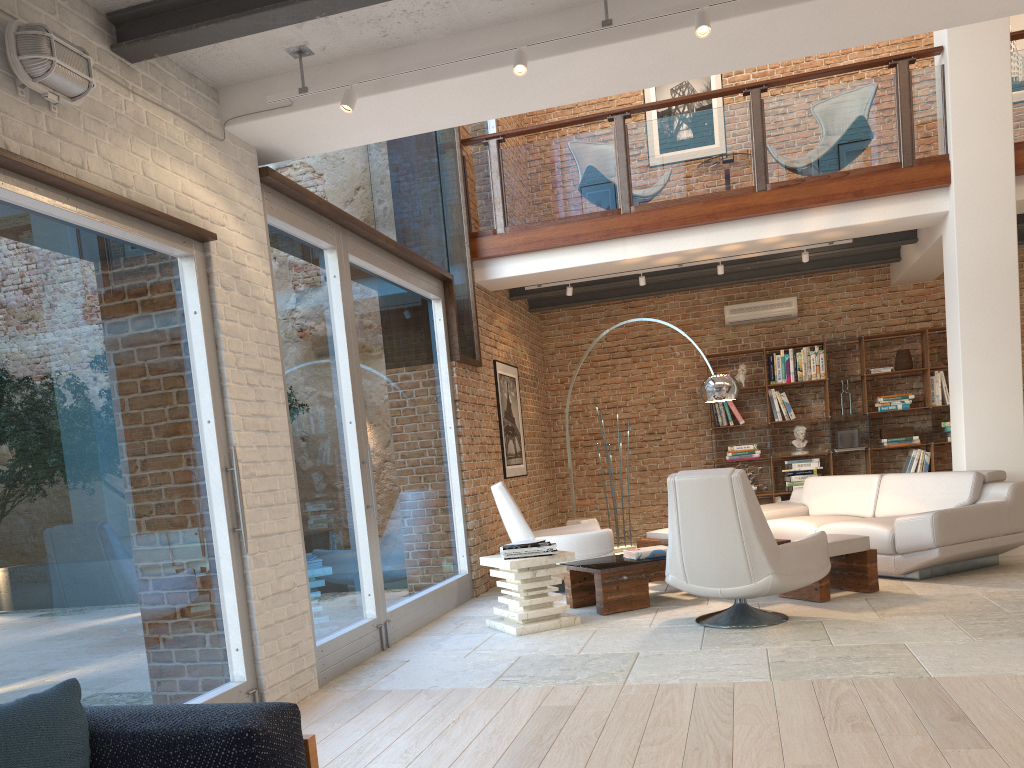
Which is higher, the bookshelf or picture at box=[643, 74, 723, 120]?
picture at box=[643, 74, 723, 120]

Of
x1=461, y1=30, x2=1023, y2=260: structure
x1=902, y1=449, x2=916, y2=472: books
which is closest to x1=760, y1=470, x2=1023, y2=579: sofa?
x1=902, y1=449, x2=916, y2=472: books

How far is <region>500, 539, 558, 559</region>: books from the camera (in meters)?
5.71

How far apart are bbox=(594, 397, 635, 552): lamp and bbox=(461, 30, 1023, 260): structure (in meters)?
3.62

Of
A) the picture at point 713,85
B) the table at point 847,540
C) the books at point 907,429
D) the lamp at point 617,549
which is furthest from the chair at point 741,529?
the picture at point 713,85

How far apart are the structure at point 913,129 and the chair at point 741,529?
3.37m

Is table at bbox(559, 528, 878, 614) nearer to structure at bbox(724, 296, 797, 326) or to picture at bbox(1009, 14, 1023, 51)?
structure at bbox(724, 296, 797, 326)

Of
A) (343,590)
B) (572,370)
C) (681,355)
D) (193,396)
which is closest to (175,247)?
(193,396)

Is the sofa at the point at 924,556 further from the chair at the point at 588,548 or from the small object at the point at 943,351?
the small object at the point at 943,351

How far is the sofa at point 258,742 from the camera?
1.8 meters
